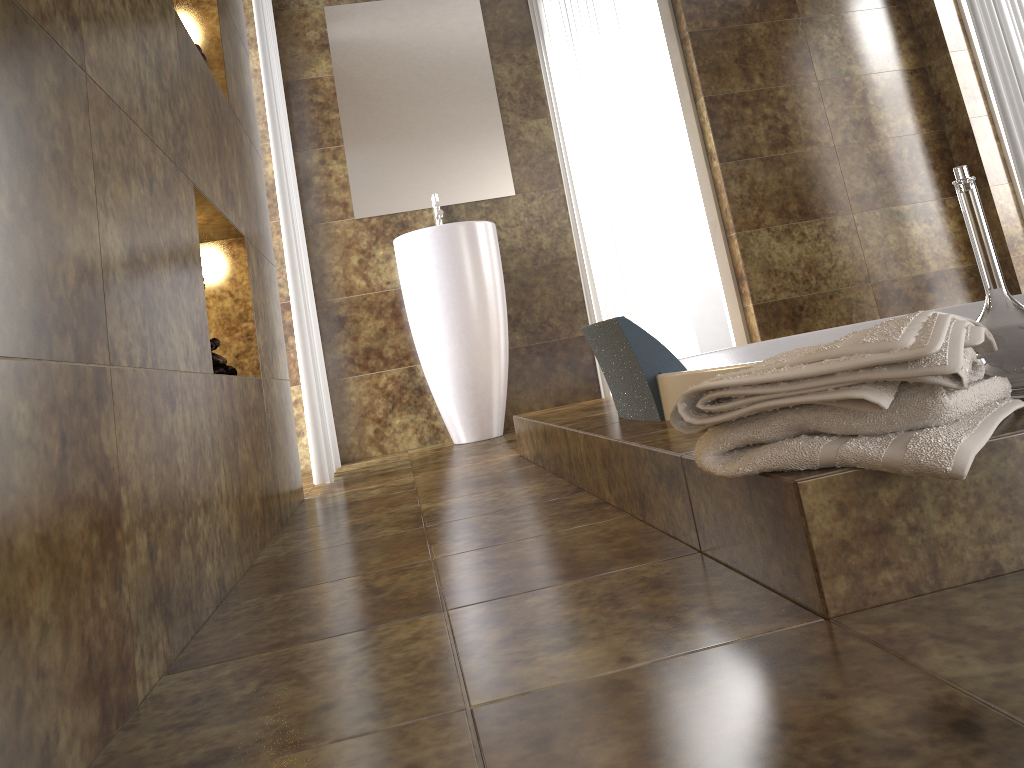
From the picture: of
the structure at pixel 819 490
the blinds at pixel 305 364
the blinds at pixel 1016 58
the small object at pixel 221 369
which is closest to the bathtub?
the structure at pixel 819 490

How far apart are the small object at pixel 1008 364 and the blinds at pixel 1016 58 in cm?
327

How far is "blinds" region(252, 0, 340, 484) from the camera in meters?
2.9

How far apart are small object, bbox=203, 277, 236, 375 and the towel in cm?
112

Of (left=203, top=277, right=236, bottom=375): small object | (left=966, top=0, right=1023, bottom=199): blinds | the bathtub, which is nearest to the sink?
the bathtub

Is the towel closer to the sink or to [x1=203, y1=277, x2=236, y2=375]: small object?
[x1=203, y1=277, x2=236, y2=375]: small object

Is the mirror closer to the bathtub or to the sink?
the sink

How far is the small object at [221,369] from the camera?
1.8 meters

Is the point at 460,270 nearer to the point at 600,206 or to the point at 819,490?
the point at 600,206

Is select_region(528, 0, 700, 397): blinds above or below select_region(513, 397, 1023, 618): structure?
above
